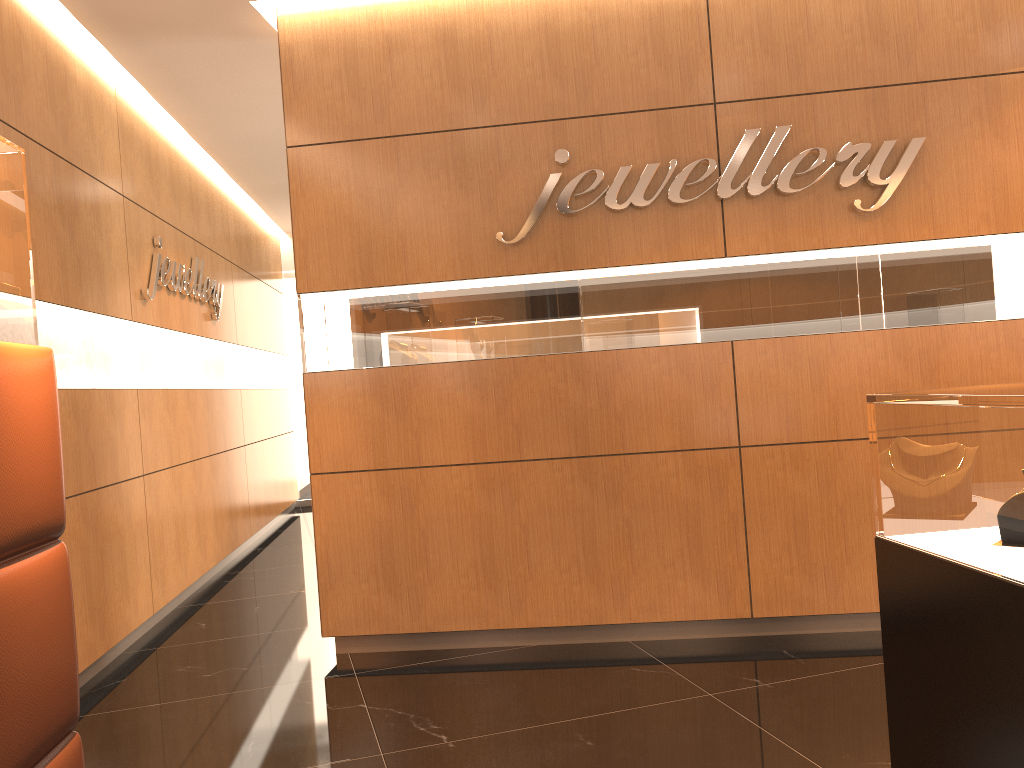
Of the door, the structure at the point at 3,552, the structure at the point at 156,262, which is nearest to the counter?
the structure at the point at 3,552

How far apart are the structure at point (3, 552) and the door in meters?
8.7

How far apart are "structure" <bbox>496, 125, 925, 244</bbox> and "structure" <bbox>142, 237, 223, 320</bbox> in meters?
2.4 m

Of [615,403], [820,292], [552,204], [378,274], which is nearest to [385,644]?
[615,403]

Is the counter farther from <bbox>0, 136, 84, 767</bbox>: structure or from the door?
the door

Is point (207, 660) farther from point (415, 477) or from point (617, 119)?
point (617, 119)

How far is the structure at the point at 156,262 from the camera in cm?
570

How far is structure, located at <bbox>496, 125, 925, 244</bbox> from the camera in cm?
415

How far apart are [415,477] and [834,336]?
2.15m

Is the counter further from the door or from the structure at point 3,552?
the door
